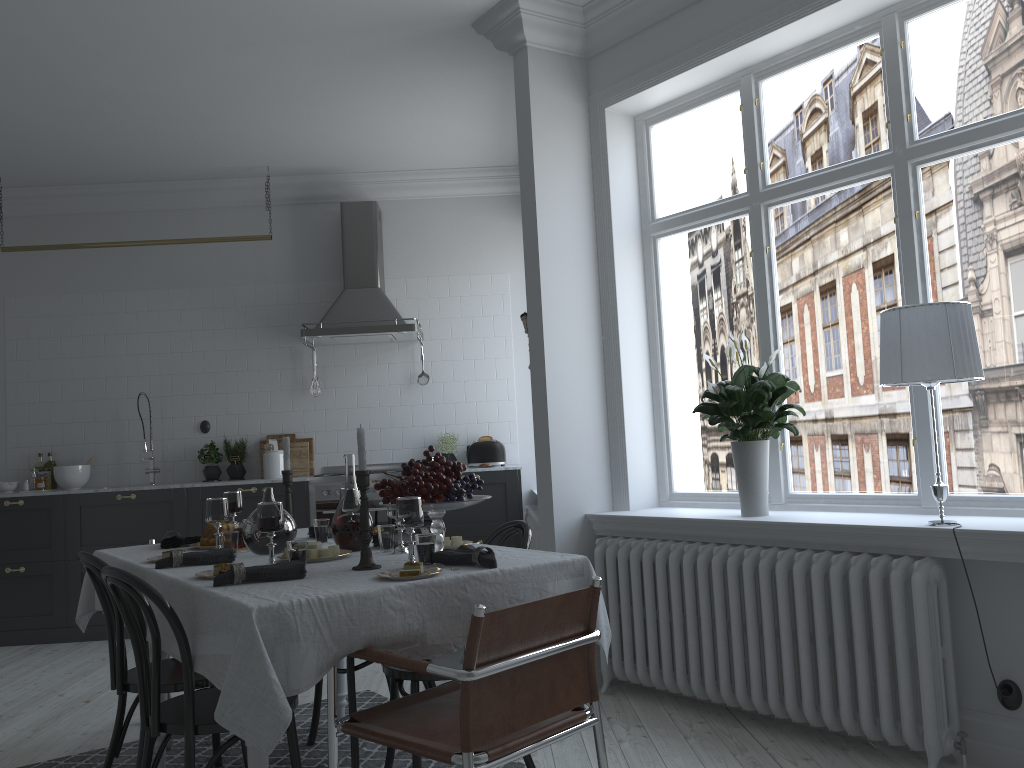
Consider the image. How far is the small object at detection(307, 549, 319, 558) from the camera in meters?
3.0

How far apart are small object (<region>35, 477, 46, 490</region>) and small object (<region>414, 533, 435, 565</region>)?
5.0m

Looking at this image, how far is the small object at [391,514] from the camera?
3.0m

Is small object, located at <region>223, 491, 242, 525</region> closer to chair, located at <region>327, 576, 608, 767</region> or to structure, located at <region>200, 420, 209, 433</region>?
chair, located at <region>327, 576, 608, 767</region>

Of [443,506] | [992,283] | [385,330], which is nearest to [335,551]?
[443,506]

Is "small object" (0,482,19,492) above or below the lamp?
below

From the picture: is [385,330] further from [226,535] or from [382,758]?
[382,758]

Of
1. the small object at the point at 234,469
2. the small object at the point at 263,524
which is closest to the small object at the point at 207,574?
the small object at the point at 263,524

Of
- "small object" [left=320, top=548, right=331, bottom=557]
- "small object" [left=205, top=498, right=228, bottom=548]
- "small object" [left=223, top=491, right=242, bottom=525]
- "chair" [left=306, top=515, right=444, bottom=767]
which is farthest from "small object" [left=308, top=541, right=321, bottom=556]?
"small object" [left=223, top=491, right=242, bottom=525]

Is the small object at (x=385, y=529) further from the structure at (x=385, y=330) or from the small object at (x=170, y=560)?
the structure at (x=385, y=330)
